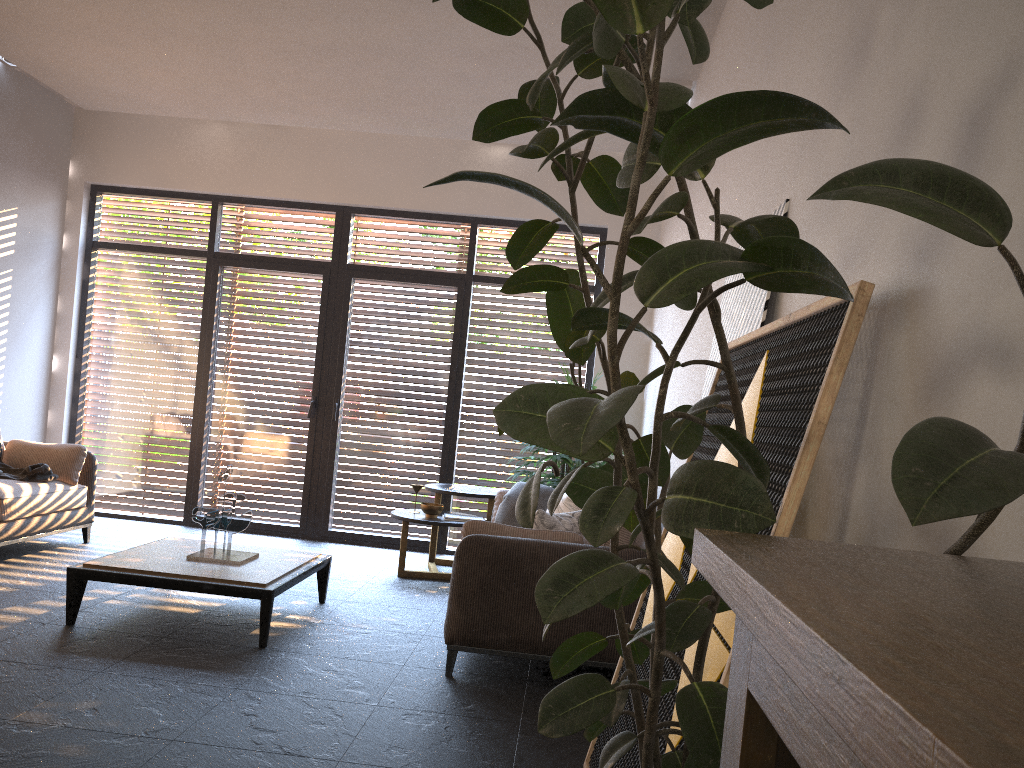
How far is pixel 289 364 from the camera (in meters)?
7.80

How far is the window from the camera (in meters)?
7.68

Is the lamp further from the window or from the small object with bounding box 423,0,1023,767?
the small object with bounding box 423,0,1023,767

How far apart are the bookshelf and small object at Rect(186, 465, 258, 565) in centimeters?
420cm

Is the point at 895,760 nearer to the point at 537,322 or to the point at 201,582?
the point at 201,582

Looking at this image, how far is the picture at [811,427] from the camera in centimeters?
174cm

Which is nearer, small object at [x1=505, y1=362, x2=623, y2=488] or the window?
small object at [x1=505, y1=362, x2=623, y2=488]

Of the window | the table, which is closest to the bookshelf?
the table

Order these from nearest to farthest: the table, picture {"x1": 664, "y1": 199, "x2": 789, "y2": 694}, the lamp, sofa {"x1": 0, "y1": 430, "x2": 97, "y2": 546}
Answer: picture {"x1": 664, "y1": 199, "x2": 789, "y2": 694}, the table, sofa {"x1": 0, "y1": 430, "x2": 97, "y2": 546}, the lamp

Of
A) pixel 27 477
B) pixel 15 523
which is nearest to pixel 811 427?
pixel 15 523
